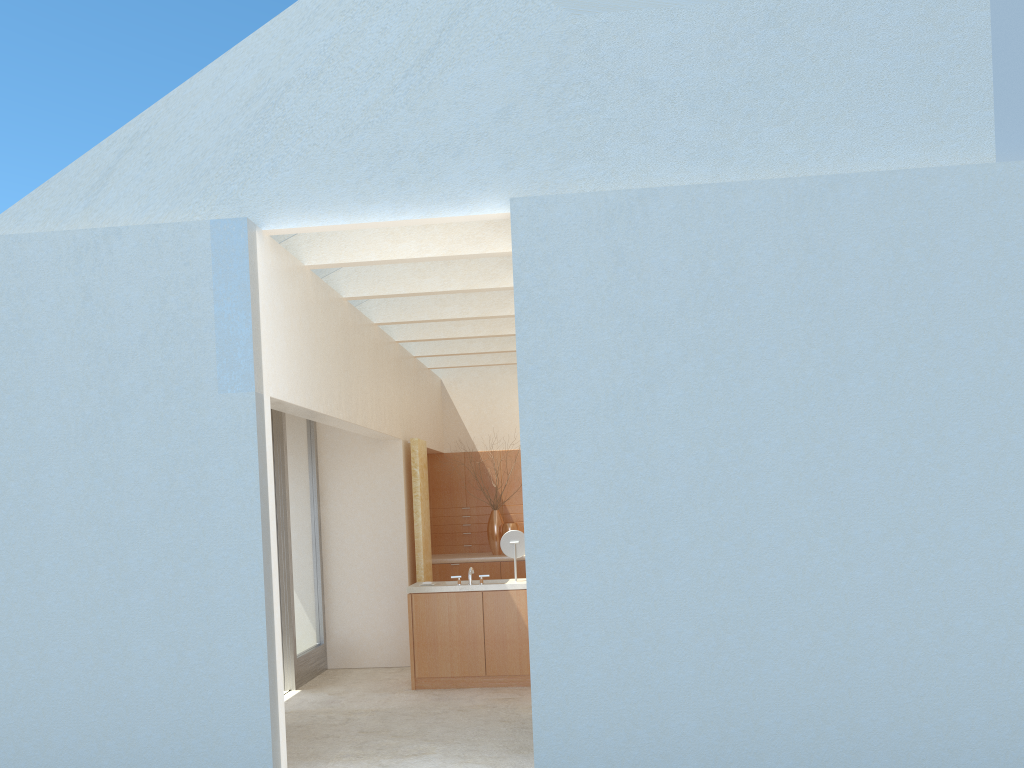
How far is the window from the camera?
19.41m

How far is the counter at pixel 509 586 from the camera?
18.72m

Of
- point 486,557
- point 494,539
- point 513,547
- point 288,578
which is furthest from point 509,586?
point 494,539

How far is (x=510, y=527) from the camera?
26.3 meters

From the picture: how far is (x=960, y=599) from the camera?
11.3 meters

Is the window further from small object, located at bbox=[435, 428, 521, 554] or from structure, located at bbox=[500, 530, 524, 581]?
small object, located at bbox=[435, 428, 521, 554]

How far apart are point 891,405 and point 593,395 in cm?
393

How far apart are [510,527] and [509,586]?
7.5m

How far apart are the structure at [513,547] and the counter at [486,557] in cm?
631

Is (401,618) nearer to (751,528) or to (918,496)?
(751,528)
